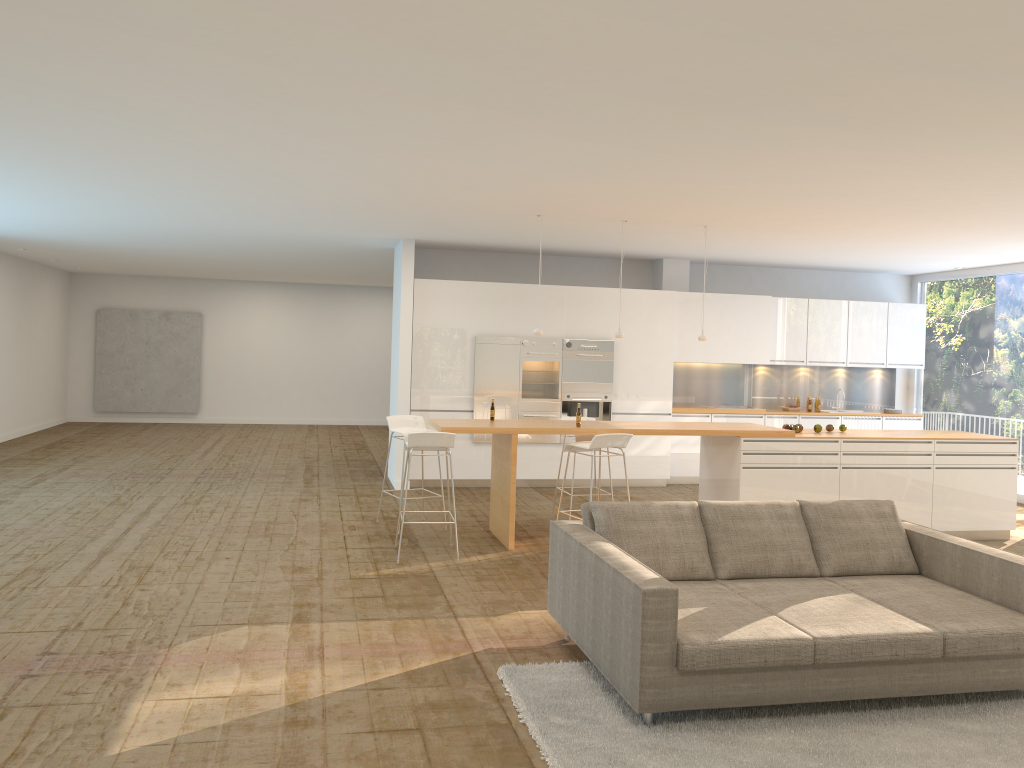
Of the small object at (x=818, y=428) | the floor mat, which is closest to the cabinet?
the small object at (x=818, y=428)

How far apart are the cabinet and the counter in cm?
259

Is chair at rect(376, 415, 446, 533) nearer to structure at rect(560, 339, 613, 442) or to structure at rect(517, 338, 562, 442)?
structure at rect(517, 338, 562, 442)

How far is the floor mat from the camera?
3.72m

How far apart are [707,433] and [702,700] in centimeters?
419cm

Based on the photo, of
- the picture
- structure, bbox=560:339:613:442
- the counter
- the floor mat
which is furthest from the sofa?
the picture

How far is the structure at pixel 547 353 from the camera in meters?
11.0

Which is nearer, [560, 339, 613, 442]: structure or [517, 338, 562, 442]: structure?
[517, 338, 562, 442]: structure

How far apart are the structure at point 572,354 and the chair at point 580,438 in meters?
2.5

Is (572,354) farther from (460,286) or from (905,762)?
(905,762)
